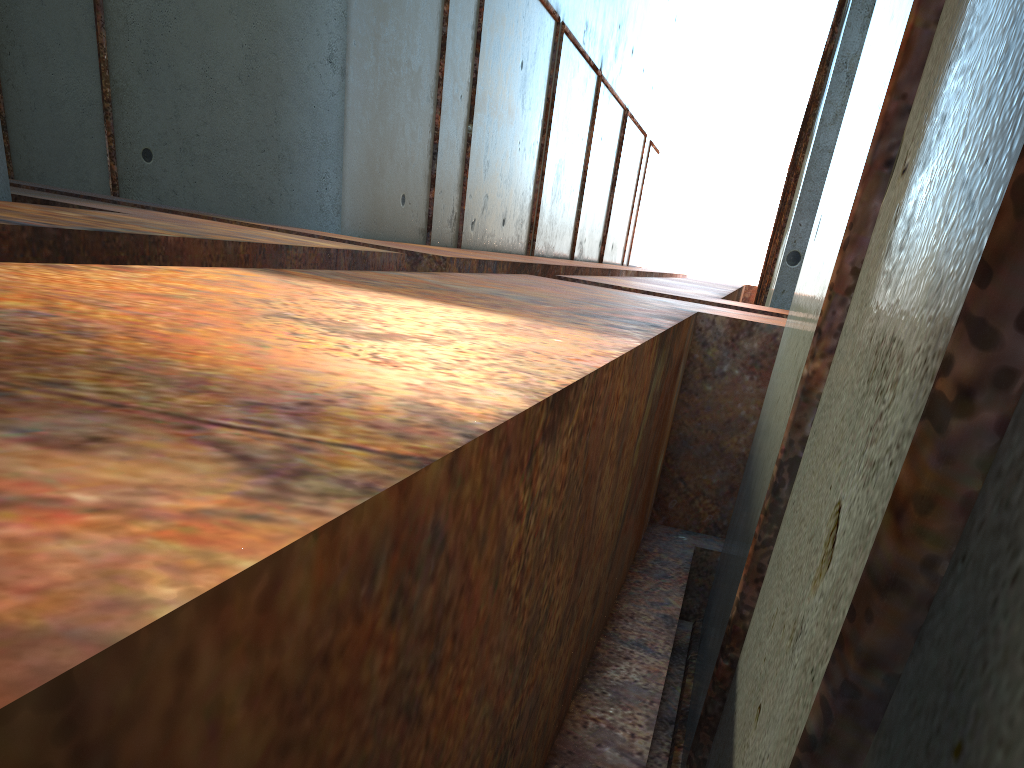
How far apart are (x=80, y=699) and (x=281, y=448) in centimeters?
44cm
